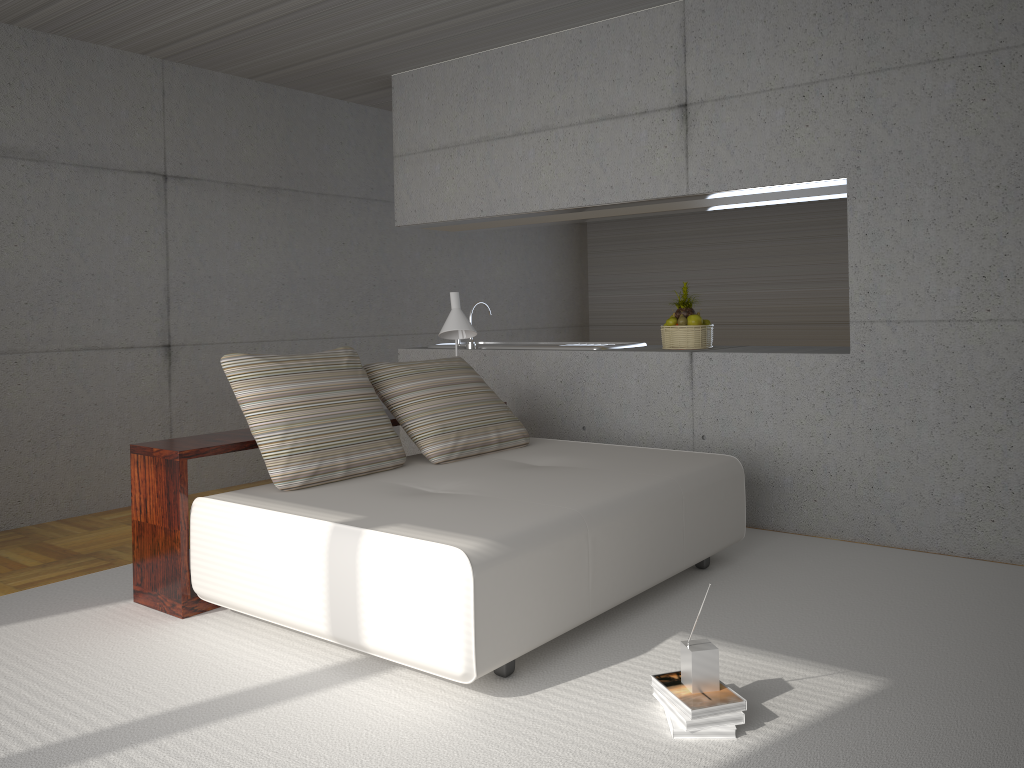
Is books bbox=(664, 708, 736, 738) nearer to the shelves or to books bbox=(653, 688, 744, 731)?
books bbox=(653, 688, 744, 731)

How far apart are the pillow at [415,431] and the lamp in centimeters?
29cm

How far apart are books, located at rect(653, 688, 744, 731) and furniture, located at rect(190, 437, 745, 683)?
0.5 meters

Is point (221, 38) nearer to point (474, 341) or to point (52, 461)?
point (52, 461)

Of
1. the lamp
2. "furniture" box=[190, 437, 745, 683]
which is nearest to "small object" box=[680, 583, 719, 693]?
"furniture" box=[190, 437, 745, 683]

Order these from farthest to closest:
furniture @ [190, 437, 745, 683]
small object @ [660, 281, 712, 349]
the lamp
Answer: small object @ [660, 281, 712, 349] < the lamp < furniture @ [190, 437, 745, 683]

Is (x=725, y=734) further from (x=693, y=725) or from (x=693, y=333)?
(x=693, y=333)

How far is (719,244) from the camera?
9.52m

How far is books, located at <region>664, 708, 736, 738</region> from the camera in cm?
269

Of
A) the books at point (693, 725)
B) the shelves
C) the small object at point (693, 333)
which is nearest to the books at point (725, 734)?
the books at point (693, 725)
